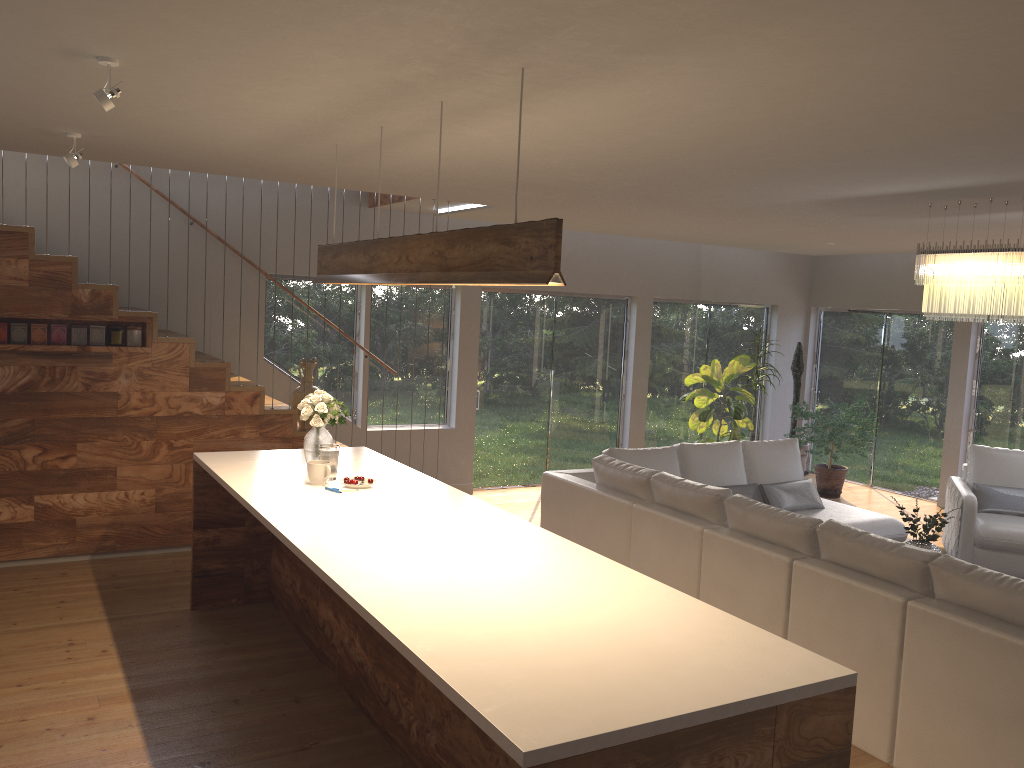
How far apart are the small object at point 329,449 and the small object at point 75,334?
2.55m

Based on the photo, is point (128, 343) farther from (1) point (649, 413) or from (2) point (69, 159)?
(1) point (649, 413)

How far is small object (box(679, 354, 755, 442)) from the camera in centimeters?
957cm

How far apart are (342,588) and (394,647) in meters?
0.5

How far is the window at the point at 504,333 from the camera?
9.34m

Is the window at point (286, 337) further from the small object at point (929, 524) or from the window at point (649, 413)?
the small object at point (929, 524)

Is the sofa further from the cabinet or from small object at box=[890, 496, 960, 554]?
the cabinet

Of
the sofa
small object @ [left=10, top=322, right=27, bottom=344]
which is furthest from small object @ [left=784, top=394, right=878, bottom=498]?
small object @ [left=10, top=322, right=27, bottom=344]

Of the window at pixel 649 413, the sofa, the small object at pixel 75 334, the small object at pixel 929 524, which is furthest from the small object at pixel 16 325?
the window at pixel 649 413

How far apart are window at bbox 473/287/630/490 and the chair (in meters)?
3.61
